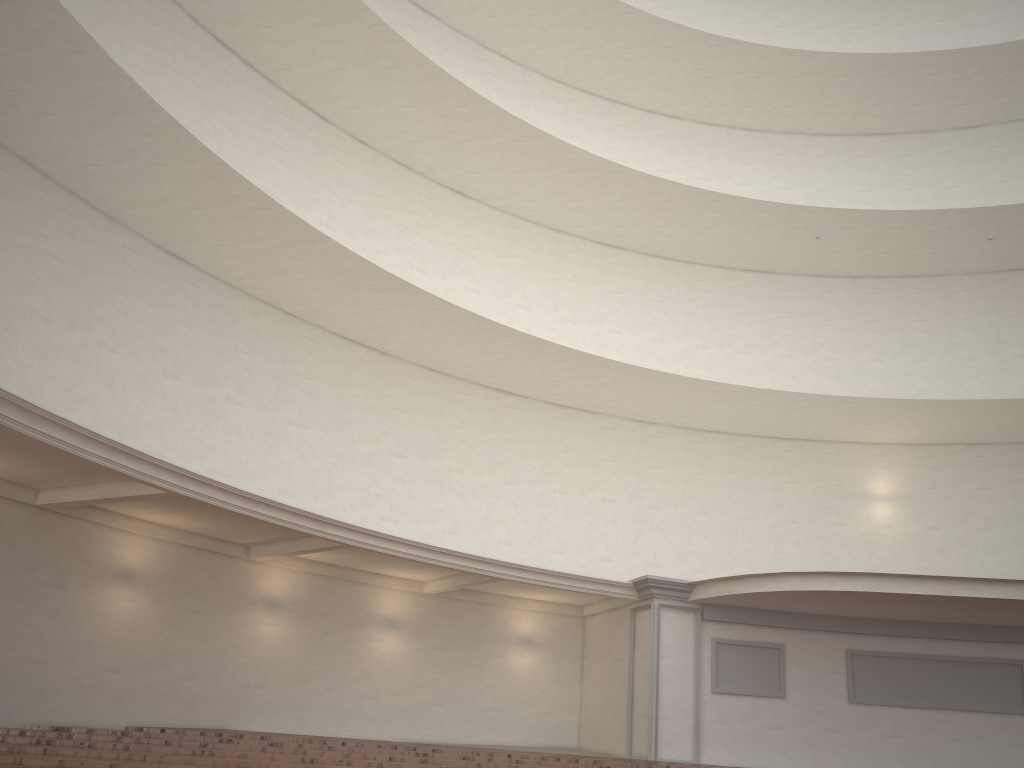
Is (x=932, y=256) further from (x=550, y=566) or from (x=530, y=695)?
(x=530, y=695)
